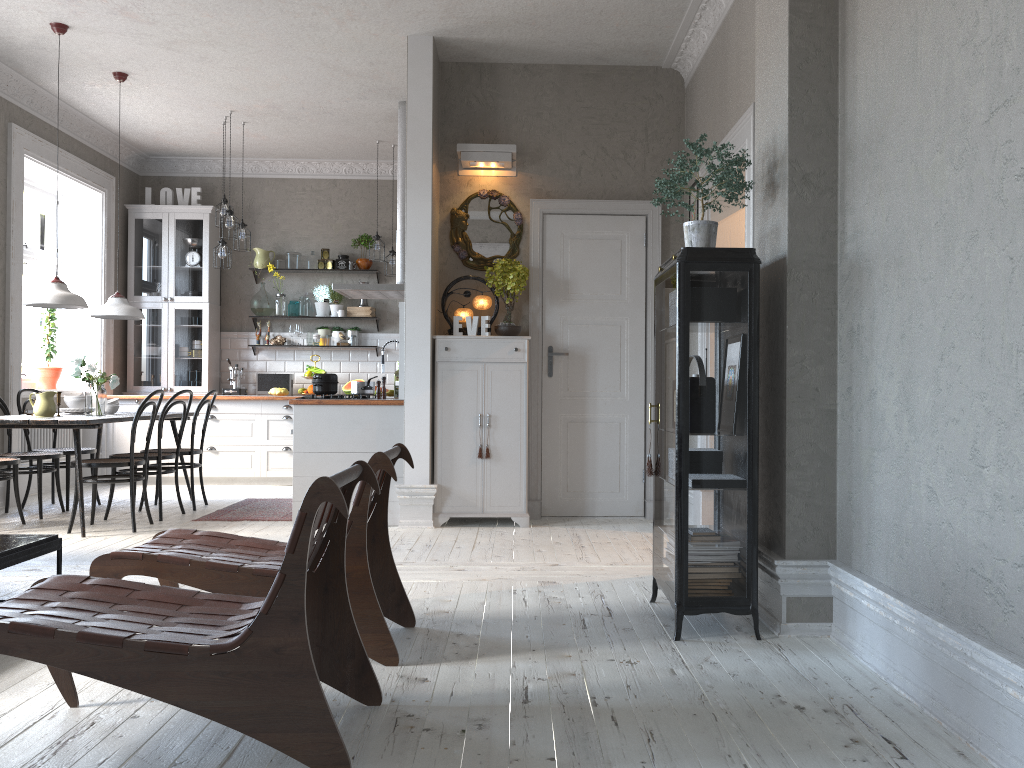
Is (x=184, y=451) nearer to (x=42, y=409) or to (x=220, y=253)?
(x=42, y=409)

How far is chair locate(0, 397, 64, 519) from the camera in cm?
629

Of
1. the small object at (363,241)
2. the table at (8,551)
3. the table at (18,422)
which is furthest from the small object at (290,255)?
the table at (8,551)

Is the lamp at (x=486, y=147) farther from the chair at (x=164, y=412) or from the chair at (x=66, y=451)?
the chair at (x=66, y=451)

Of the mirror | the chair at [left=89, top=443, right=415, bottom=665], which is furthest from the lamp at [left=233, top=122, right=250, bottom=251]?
the chair at [left=89, top=443, right=415, bottom=665]

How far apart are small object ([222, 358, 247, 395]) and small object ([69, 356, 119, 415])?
2.7m

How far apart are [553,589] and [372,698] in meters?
1.6 m

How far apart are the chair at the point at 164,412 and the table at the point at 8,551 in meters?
2.5 m

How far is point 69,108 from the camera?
A: 7.6m

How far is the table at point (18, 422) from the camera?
5.5 meters
